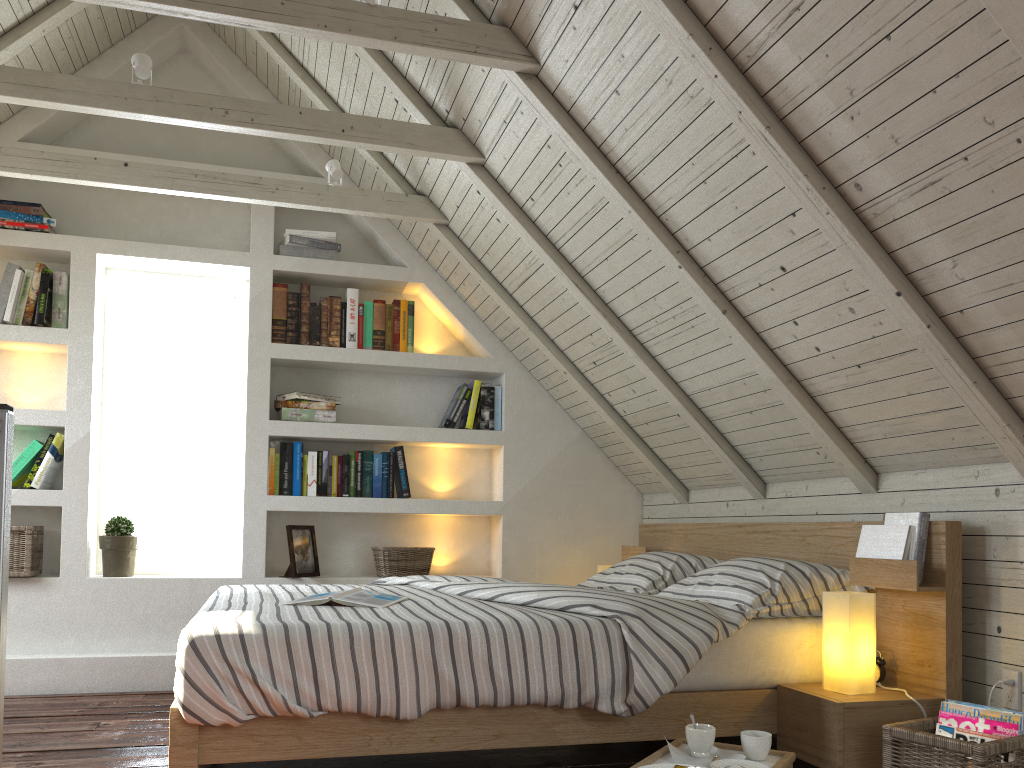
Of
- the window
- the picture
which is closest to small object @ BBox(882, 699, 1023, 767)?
the picture

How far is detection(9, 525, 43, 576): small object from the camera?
3.4 meters

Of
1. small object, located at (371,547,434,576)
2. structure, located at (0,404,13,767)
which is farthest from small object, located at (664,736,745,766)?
small object, located at (371,547,434,576)

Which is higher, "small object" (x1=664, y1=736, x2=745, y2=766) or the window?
the window

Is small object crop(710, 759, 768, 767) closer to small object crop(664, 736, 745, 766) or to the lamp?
small object crop(664, 736, 745, 766)

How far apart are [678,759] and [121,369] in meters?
3.1 m

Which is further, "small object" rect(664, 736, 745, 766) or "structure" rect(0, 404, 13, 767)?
"small object" rect(664, 736, 745, 766)

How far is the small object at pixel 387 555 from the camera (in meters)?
3.79

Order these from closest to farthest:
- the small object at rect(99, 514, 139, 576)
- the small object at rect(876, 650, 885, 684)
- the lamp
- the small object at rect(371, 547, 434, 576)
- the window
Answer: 1. the lamp
2. the small object at rect(876, 650, 885, 684)
3. the small object at rect(99, 514, 139, 576)
4. the small object at rect(371, 547, 434, 576)
5. the window

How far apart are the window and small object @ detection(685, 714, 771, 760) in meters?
2.6 m
